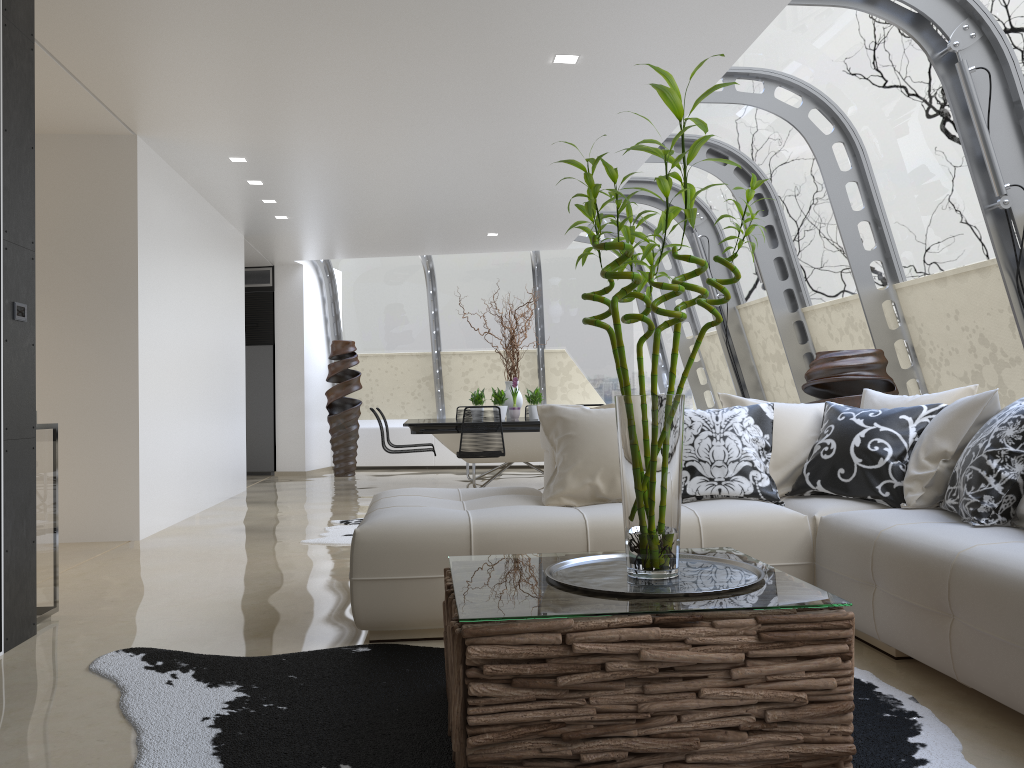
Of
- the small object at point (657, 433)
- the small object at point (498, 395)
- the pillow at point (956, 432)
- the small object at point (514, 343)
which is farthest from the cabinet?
the small object at point (657, 433)

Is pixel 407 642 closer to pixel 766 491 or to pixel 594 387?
pixel 766 491

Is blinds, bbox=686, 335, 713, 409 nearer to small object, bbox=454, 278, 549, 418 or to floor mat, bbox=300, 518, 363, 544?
small object, bbox=454, 278, 549, 418

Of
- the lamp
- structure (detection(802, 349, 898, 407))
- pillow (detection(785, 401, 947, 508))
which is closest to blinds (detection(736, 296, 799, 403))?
structure (detection(802, 349, 898, 407))

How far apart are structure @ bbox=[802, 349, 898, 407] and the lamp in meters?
2.4

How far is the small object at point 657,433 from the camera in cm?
247

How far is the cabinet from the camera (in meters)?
12.28

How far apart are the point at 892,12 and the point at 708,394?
6.7m

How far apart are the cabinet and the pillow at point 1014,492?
10.3 meters

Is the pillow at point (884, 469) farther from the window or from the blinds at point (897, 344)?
the blinds at point (897, 344)
